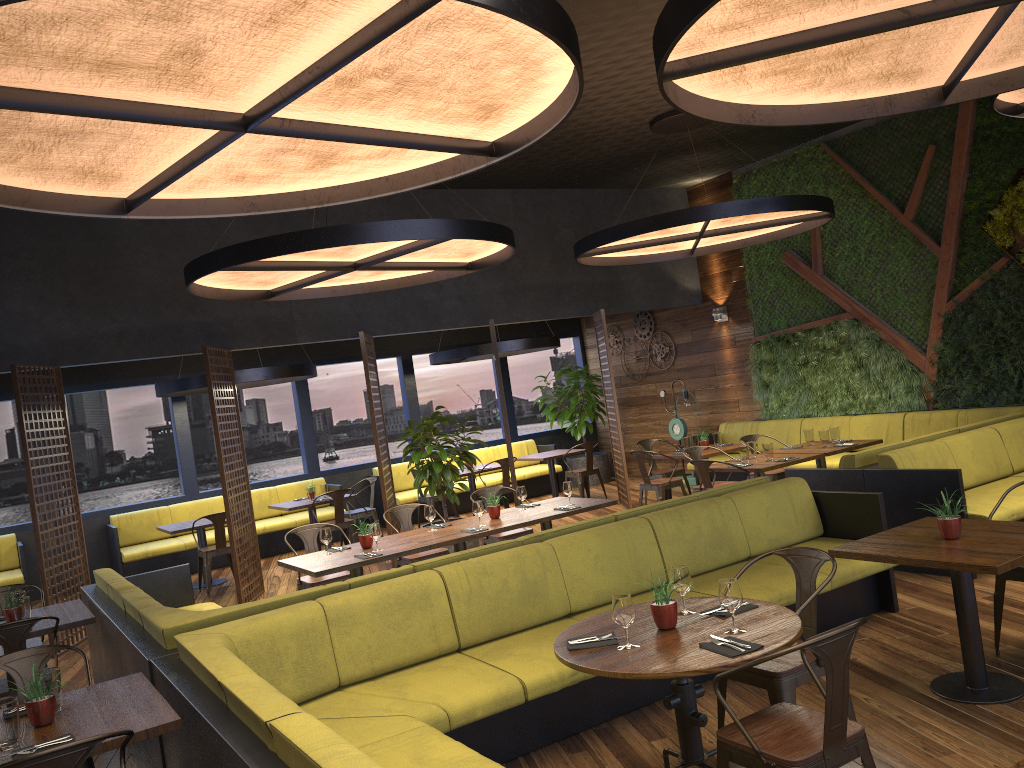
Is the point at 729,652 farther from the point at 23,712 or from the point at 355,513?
the point at 355,513

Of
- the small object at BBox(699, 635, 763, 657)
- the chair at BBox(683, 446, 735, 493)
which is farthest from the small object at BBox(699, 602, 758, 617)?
the chair at BBox(683, 446, 735, 493)

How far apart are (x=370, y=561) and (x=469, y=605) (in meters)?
1.78

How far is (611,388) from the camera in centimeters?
1165cm

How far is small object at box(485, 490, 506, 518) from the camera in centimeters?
750cm

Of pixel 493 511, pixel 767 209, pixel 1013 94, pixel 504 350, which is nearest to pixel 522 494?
pixel 493 511

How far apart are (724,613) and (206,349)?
6.7m

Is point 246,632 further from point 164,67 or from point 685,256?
point 685,256

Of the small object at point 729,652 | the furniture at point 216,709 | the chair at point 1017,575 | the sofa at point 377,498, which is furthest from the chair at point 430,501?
the small object at point 729,652

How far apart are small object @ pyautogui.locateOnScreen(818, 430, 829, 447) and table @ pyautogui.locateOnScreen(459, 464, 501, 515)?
4.97m
